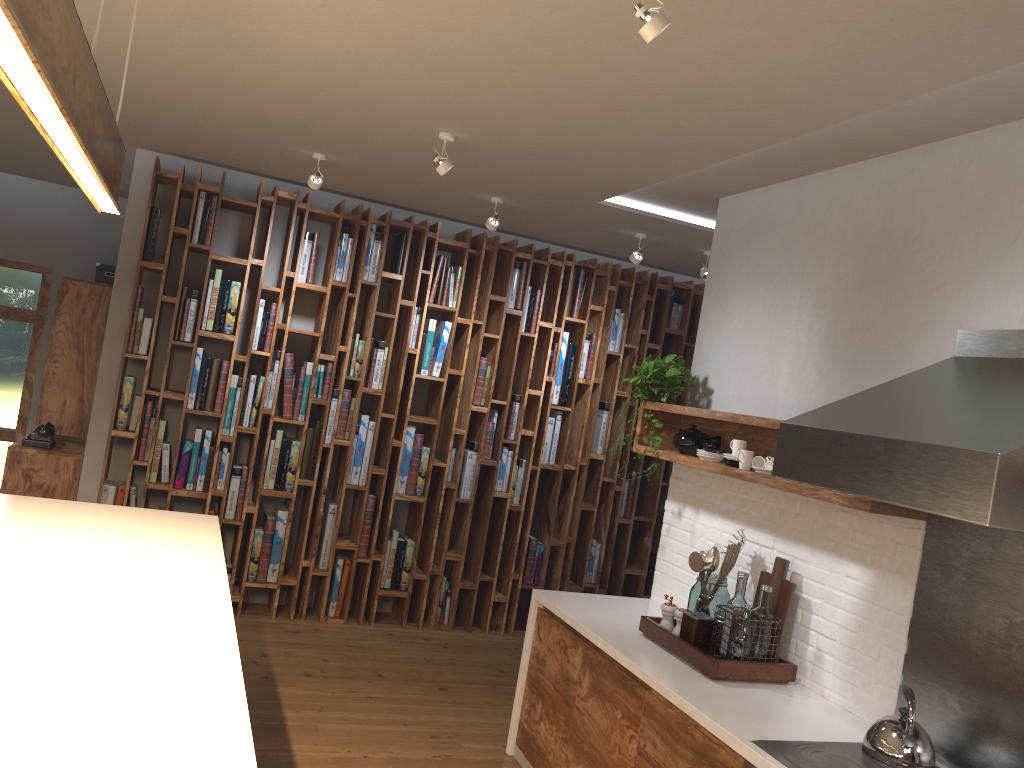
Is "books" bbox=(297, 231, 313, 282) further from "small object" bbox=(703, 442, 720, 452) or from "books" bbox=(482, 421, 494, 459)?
"small object" bbox=(703, 442, 720, 452)

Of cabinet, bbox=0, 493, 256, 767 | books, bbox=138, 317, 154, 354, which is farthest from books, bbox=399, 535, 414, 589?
cabinet, bbox=0, 493, 256, 767

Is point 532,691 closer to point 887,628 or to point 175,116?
point 887,628

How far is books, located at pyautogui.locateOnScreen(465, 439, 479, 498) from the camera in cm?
607

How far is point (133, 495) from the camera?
5.4m

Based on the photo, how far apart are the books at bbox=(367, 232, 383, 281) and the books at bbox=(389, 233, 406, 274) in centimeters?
14cm

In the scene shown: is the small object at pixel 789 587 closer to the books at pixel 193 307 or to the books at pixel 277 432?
the books at pixel 277 432

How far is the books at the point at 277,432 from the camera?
5.61m

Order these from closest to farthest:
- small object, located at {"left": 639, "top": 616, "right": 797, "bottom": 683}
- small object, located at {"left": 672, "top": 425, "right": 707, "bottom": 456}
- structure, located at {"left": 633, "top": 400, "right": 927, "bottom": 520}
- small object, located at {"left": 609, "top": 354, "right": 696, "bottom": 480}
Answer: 1. structure, located at {"left": 633, "top": 400, "right": 927, "bottom": 520}
2. small object, located at {"left": 639, "top": 616, "right": 797, "bottom": 683}
3. small object, located at {"left": 672, "top": 425, "right": 707, "bottom": 456}
4. small object, located at {"left": 609, "top": 354, "right": 696, "bottom": 480}

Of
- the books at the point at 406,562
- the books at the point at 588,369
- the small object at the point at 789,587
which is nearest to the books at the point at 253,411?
the books at the point at 406,562
